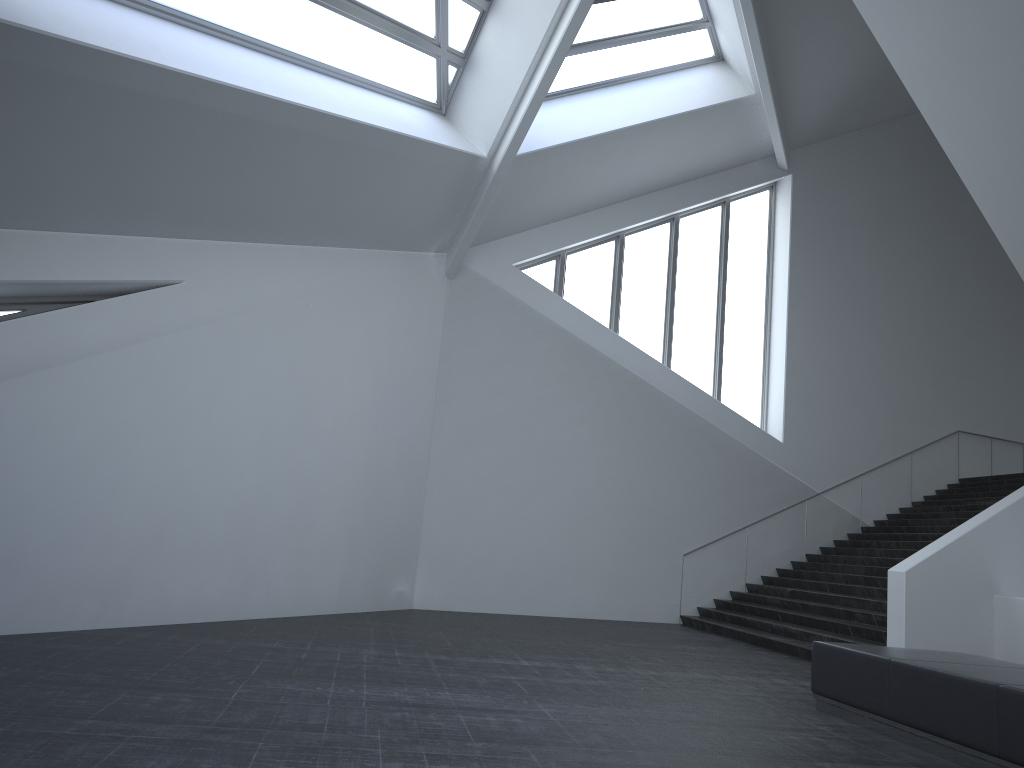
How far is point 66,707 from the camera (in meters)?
5.12

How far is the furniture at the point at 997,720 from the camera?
5.5 meters

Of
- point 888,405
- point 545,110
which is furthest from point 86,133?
point 888,405

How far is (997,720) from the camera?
5.49m

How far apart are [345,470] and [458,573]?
3.3m

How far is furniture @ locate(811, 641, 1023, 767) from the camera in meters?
5.5
